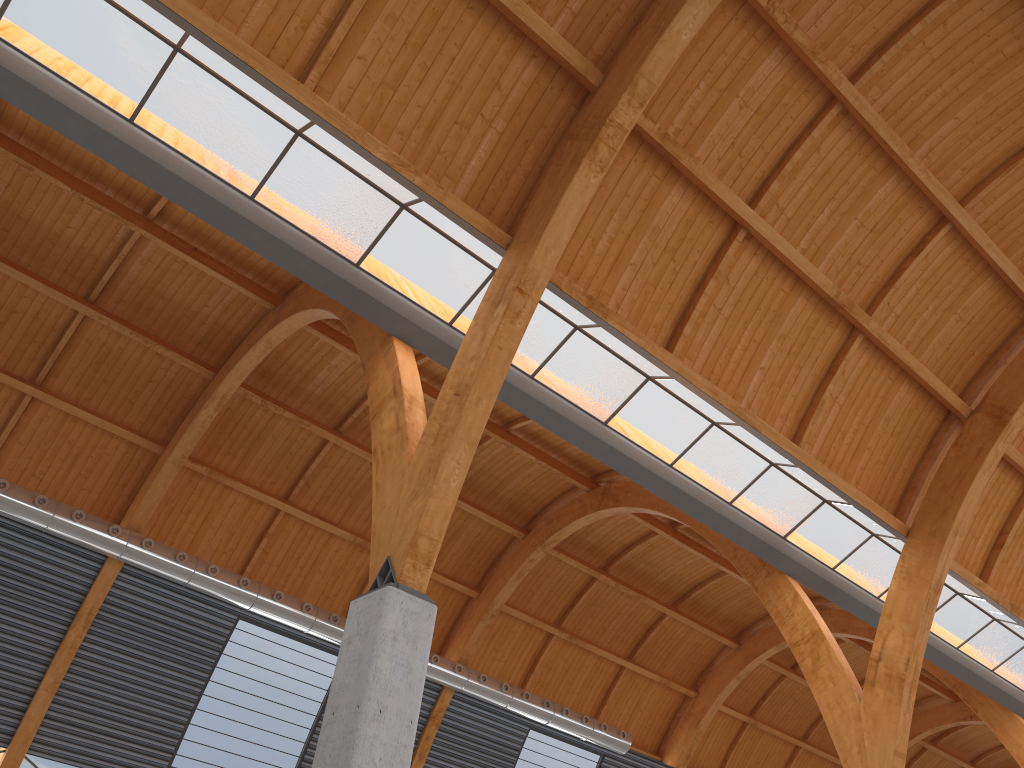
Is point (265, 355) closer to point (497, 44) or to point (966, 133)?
point (497, 44)
